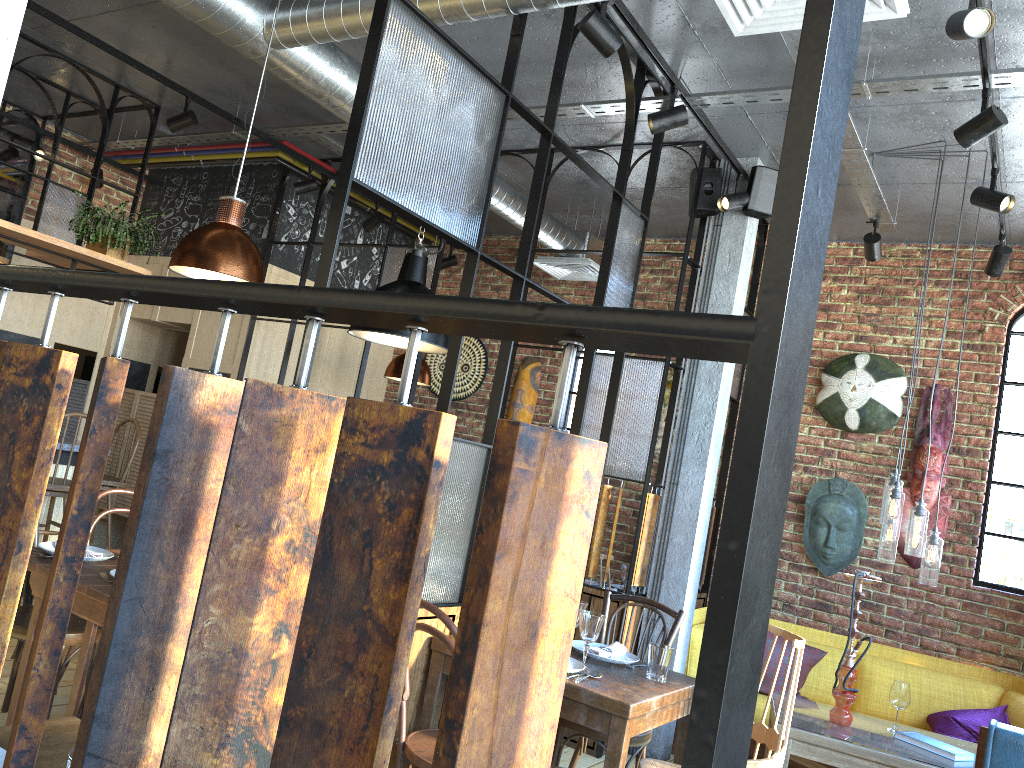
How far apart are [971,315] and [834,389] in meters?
1.0

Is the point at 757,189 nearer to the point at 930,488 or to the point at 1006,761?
the point at 930,488

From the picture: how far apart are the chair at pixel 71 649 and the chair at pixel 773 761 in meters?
2.4

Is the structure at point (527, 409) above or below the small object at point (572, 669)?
above

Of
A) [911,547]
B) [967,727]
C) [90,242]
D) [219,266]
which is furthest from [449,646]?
[90,242]

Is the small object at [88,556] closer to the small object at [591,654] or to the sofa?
the small object at [591,654]

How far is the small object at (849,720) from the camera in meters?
4.2 m

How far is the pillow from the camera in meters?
4.9

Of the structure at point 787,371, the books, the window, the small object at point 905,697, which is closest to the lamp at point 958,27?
the structure at point 787,371

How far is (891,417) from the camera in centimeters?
580cm
